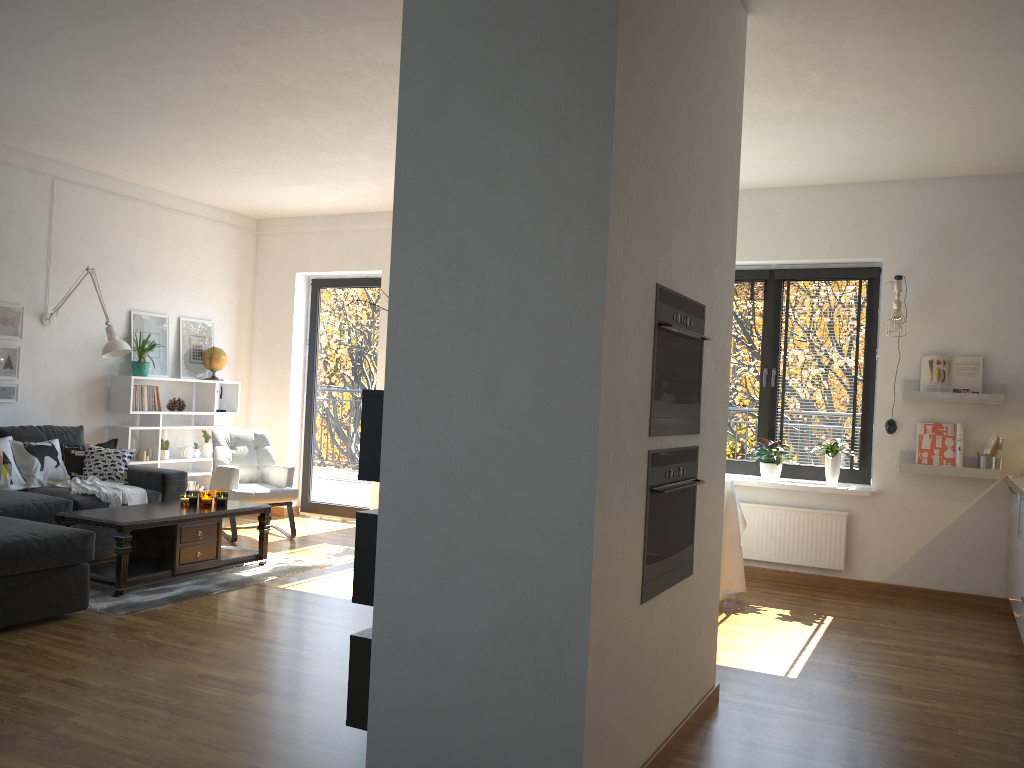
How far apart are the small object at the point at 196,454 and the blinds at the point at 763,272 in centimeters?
475cm

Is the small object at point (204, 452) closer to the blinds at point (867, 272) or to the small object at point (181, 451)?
the small object at point (181, 451)

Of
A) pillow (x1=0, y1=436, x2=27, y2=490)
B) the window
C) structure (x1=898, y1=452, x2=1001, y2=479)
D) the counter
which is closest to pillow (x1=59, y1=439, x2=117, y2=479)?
pillow (x1=0, y1=436, x2=27, y2=490)

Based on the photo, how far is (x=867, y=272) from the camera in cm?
620

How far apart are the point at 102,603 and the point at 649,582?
3.2 meters

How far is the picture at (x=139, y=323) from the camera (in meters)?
7.28

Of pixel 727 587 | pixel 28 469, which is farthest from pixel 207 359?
pixel 727 587

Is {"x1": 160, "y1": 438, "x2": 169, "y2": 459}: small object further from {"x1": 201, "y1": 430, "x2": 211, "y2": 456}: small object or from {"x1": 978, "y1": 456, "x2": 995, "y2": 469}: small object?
{"x1": 978, "y1": 456, "x2": 995, "y2": 469}: small object

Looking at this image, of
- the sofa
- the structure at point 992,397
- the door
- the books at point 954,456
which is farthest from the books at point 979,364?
the sofa

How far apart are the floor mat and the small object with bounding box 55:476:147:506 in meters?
0.9 m
